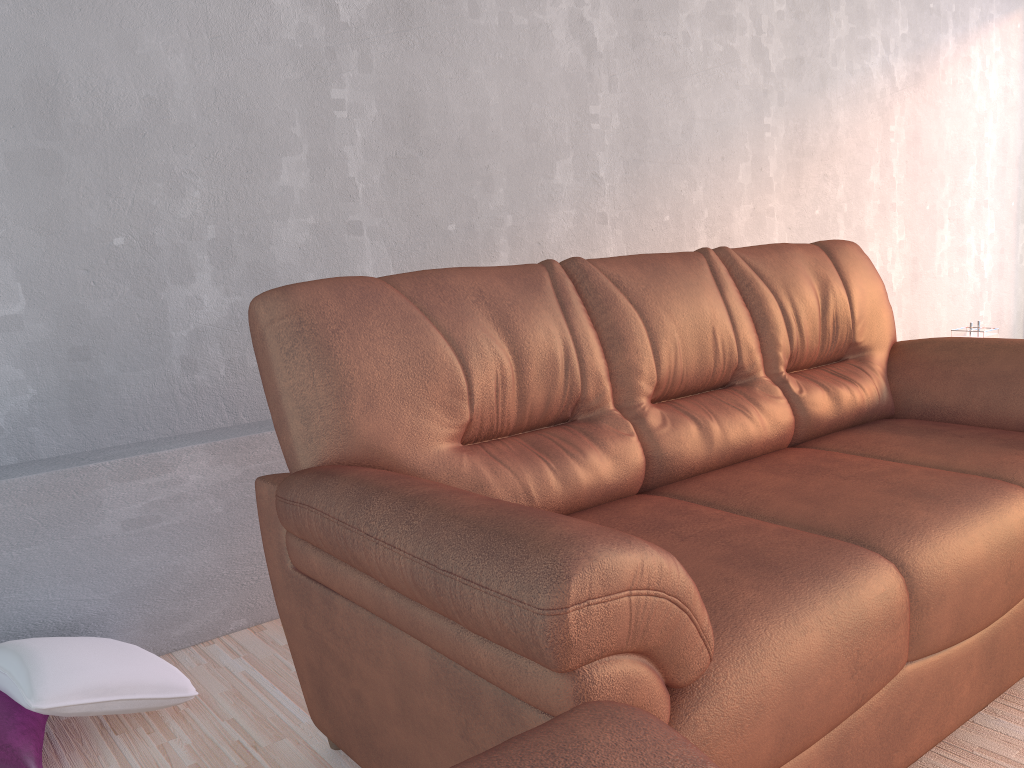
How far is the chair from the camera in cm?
67

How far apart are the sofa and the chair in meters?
0.2 m

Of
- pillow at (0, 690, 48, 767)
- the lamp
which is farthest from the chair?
the lamp

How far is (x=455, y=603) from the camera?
1.1m

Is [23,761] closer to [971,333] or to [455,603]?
[455,603]

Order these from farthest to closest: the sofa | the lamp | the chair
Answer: the lamp → the sofa → the chair

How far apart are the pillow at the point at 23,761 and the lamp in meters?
3.3 m

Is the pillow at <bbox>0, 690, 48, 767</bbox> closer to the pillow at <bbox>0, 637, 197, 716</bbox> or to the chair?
the pillow at <bbox>0, 637, 197, 716</bbox>

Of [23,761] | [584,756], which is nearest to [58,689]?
[23,761]

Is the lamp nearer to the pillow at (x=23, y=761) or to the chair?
the chair
